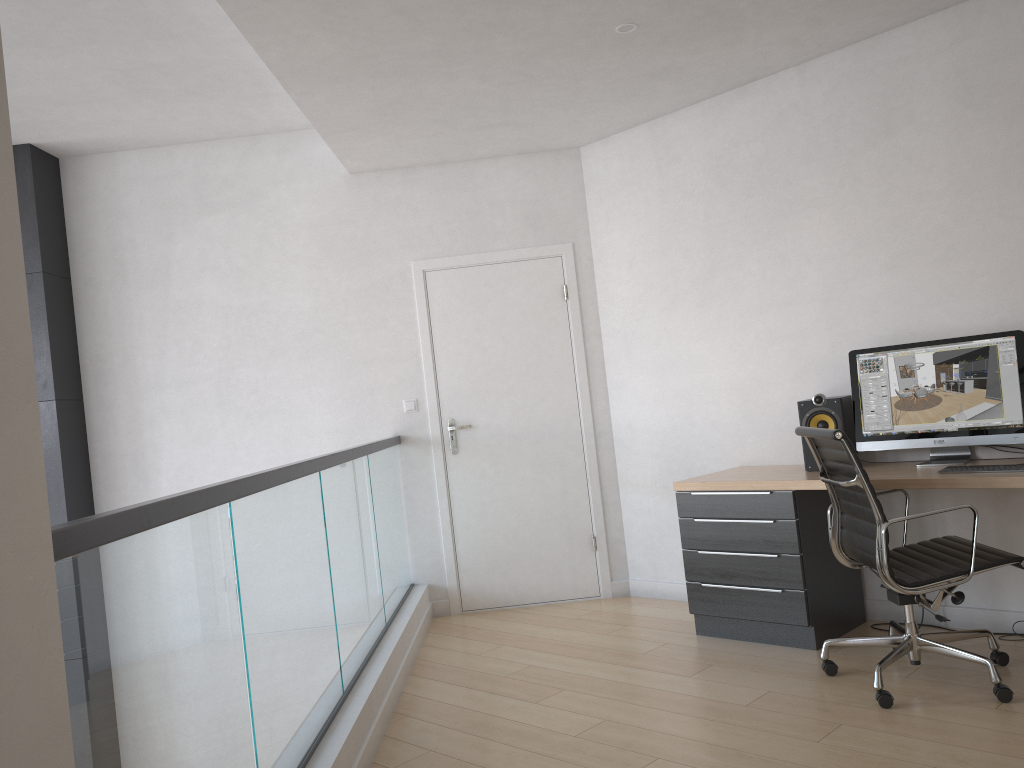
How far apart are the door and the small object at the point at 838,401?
1.5m

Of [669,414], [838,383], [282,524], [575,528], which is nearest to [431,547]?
[575,528]

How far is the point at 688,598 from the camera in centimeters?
427cm

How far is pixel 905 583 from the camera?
3.1m

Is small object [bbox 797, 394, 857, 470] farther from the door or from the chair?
the door

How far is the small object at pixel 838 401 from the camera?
4.0 meters

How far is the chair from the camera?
3.1 meters

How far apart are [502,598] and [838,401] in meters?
2.3

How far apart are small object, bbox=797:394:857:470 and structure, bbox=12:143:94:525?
4.0 meters

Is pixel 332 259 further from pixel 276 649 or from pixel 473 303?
pixel 276 649
